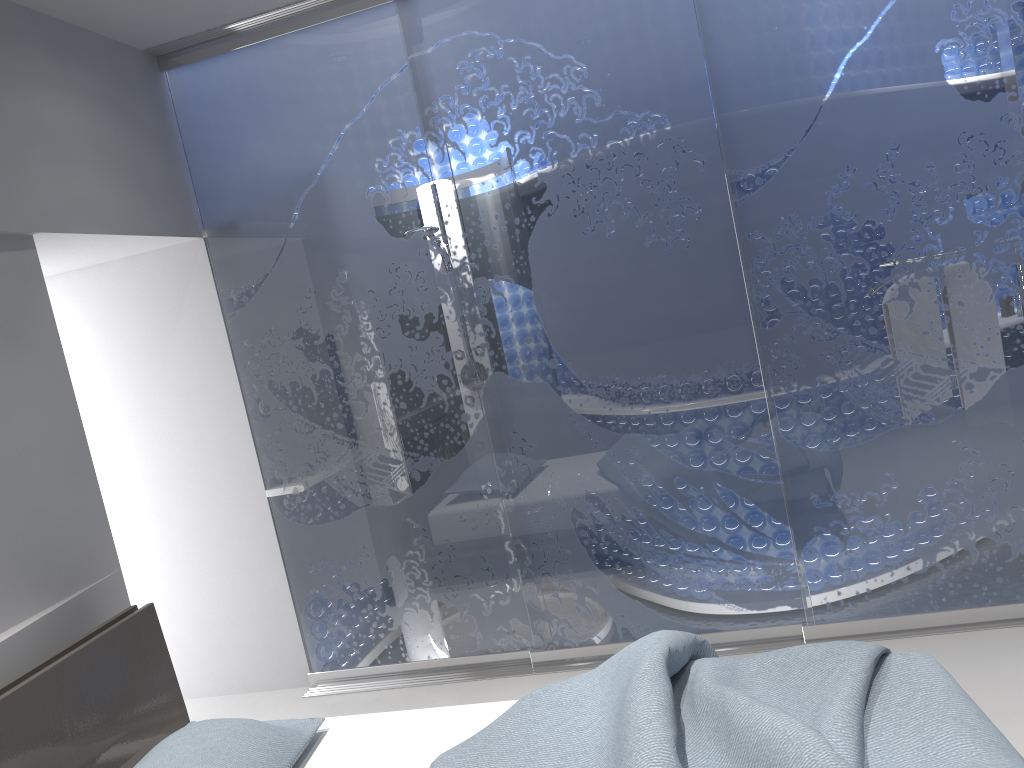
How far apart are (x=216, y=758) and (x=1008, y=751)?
1.8m

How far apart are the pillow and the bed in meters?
0.0 m

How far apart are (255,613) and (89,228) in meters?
1.8 m

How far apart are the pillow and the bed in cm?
4

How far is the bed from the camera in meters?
1.8 m

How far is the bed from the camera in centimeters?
178cm

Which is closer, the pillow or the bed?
the bed

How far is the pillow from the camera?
2.2m

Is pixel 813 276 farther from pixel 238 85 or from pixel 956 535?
pixel 238 85
